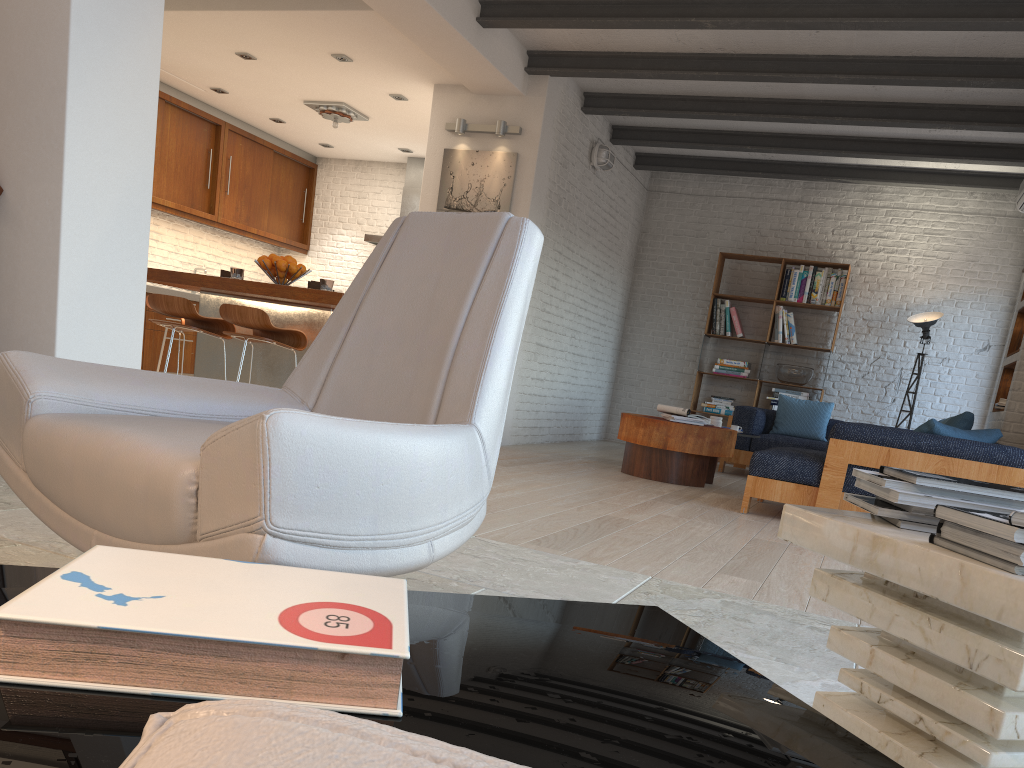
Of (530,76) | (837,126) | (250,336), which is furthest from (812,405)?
(250,336)

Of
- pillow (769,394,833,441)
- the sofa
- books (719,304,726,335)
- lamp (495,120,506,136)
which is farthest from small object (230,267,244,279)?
books (719,304,726,335)

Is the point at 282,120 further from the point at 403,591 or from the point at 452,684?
the point at 452,684

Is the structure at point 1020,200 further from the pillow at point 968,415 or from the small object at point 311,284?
the small object at point 311,284

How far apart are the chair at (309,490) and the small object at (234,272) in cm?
381

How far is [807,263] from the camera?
9.4m

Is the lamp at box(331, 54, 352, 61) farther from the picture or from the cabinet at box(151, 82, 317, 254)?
the cabinet at box(151, 82, 317, 254)

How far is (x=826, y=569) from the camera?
1.4 meters

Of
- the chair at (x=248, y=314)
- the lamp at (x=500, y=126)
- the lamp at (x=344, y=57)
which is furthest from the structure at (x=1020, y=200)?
the chair at (x=248, y=314)

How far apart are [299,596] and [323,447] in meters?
0.5
